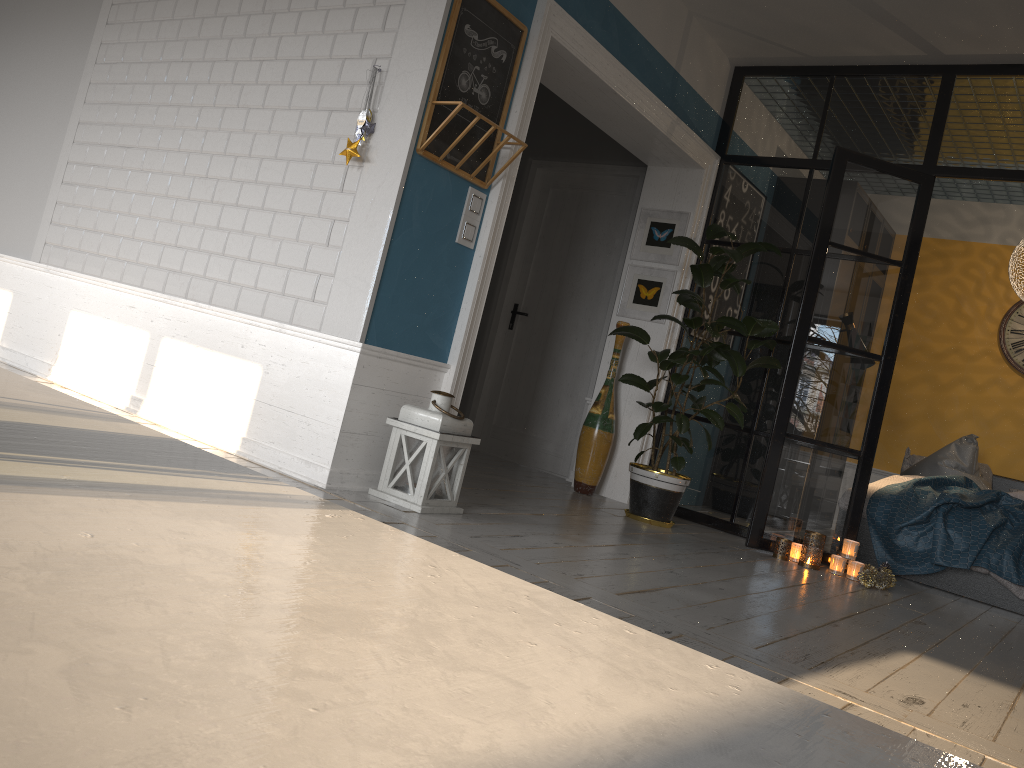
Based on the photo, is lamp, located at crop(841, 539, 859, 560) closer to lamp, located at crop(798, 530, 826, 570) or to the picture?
lamp, located at crop(798, 530, 826, 570)

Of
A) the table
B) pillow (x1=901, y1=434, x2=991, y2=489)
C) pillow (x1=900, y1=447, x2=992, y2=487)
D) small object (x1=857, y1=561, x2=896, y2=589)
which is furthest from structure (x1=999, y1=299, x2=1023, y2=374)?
the table

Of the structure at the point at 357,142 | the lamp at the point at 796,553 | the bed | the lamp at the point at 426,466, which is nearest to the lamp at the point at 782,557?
the lamp at the point at 796,553

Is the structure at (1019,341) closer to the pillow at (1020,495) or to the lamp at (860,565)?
the pillow at (1020,495)

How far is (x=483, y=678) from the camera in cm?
28

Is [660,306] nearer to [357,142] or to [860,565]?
[860,565]

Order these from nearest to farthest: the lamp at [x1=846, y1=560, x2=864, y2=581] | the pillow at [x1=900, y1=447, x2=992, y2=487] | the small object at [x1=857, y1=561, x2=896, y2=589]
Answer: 1. the small object at [x1=857, y1=561, x2=896, y2=589]
2. the lamp at [x1=846, y1=560, x2=864, y2=581]
3. the pillow at [x1=900, y1=447, x2=992, y2=487]

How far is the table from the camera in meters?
0.2 m

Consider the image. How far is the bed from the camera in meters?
5.0 m

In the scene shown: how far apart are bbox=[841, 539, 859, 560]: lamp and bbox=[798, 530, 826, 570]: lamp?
0.2 meters
